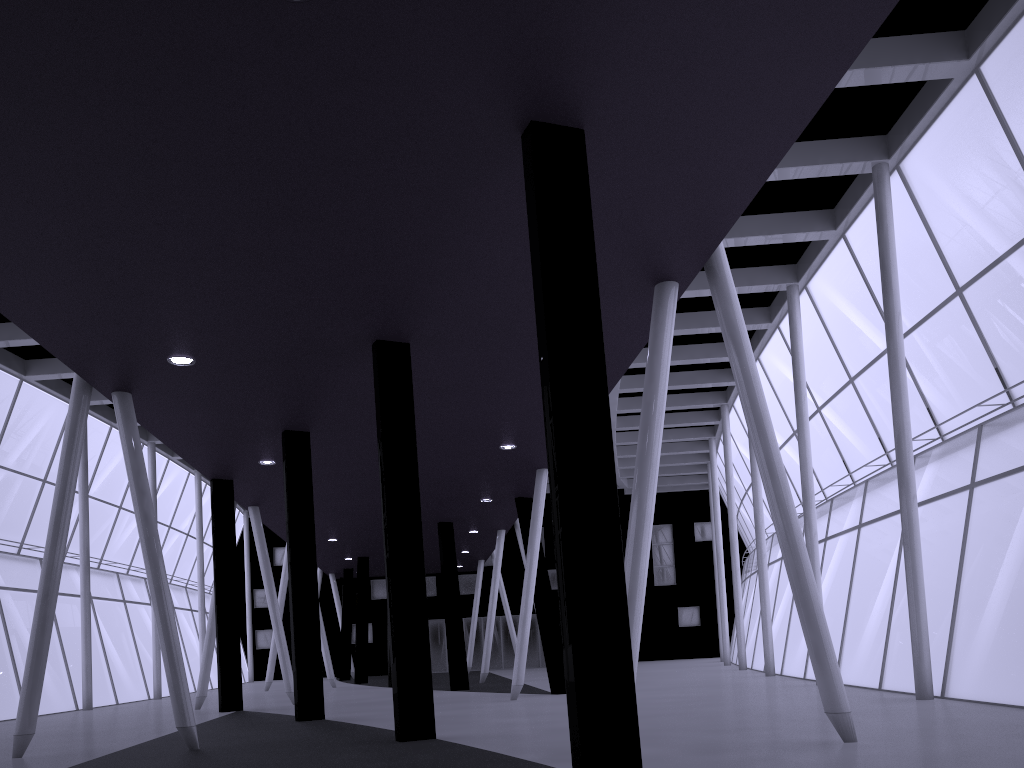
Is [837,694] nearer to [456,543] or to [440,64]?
[440,64]

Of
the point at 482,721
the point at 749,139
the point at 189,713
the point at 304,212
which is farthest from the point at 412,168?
the point at 482,721
